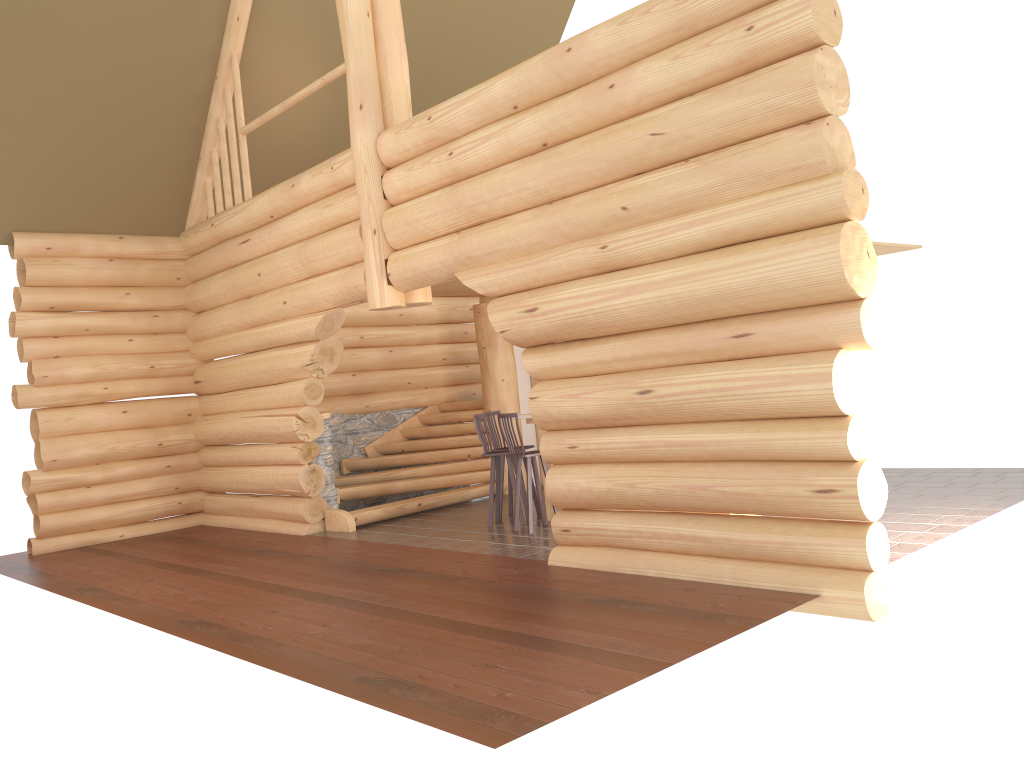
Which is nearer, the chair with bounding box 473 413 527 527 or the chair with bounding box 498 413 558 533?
the chair with bounding box 498 413 558 533

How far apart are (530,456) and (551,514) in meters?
1.1

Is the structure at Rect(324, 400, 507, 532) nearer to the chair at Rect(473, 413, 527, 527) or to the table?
the chair at Rect(473, 413, 527, 527)

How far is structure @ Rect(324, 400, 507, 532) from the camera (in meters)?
11.78

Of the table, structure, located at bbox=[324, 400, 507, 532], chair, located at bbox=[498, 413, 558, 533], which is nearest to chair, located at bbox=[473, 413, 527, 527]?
chair, located at bbox=[498, 413, 558, 533]

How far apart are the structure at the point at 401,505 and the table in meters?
2.4

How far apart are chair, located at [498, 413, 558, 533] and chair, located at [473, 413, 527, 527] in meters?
0.4

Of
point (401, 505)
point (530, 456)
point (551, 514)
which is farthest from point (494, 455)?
point (401, 505)

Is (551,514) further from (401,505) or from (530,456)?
(401,505)

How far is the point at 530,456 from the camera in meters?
9.6 m
